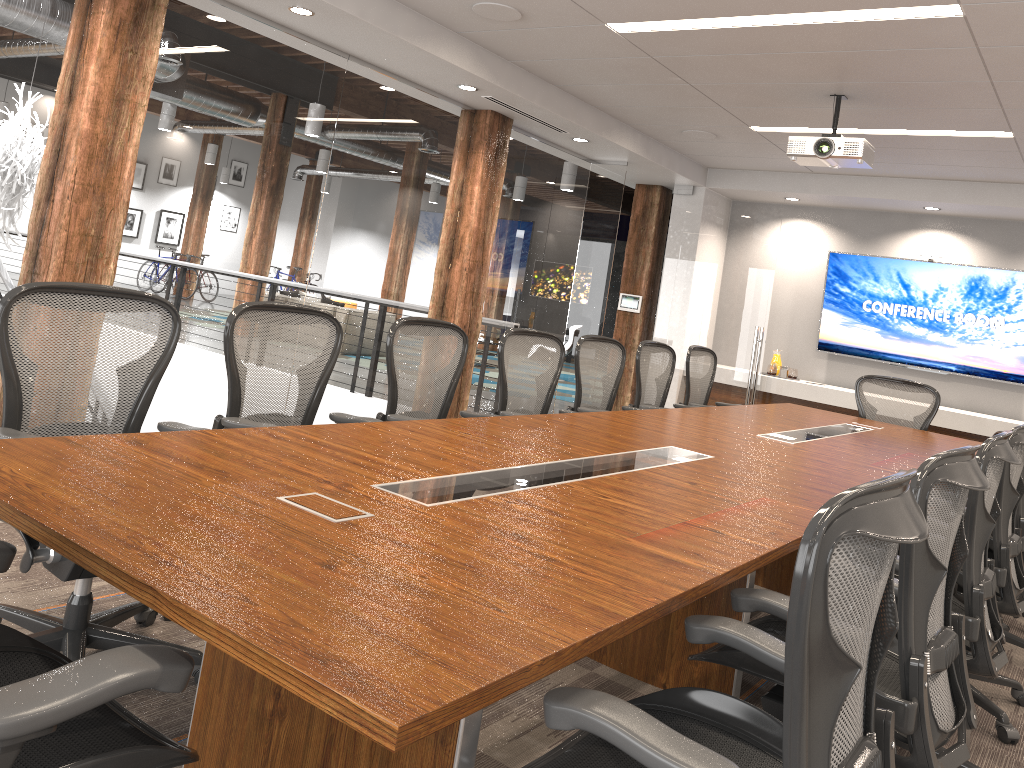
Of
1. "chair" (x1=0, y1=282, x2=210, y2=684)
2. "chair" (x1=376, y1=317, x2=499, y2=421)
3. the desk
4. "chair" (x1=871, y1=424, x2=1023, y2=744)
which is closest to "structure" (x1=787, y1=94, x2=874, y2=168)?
the desk

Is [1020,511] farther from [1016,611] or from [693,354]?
[693,354]

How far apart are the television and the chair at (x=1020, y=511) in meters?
4.1 m

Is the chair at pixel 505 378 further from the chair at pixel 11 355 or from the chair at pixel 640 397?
the chair at pixel 11 355

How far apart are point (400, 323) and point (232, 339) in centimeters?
86cm

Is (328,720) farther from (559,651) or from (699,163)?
(699,163)

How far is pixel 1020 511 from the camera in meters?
3.9

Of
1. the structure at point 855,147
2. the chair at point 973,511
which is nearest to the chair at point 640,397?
the structure at point 855,147

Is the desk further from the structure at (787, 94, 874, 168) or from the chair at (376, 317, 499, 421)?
the structure at (787, 94, 874, 168)

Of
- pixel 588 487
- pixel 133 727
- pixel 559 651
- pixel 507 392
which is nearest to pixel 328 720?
pixel 133 727
